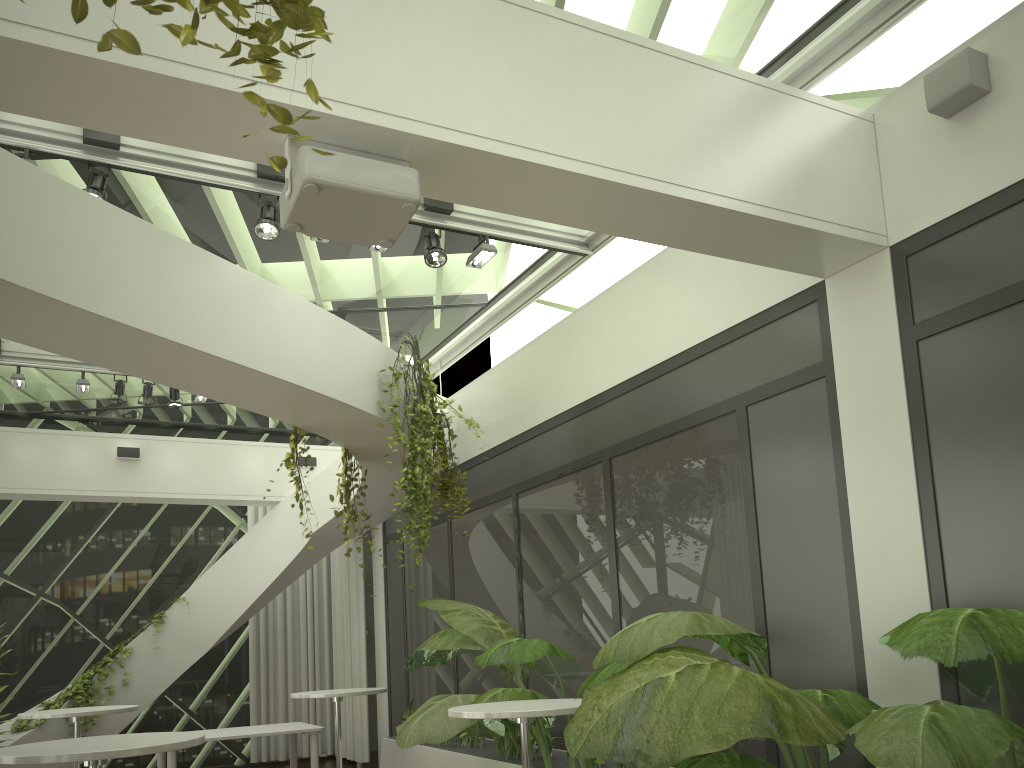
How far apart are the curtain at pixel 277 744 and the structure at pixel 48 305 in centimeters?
102cm

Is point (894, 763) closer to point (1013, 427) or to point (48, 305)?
point (1013, 427)

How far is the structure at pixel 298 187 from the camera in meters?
3.1

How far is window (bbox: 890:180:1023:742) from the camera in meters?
3.7

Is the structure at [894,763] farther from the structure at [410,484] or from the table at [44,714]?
the table at [44,714]

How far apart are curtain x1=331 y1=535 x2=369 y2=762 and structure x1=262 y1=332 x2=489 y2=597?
3.34m

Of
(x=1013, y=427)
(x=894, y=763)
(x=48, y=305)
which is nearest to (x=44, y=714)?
(x=48, y=305)

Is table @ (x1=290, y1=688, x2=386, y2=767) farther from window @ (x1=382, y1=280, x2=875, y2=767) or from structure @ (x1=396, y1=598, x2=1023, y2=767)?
window @ (x1=382, y1=280, x2=875, y2=767)

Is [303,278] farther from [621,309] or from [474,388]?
[621,309]

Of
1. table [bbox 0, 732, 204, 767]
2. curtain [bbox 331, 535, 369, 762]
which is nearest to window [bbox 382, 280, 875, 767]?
curtain [bbox 331, 535, 369, 762]
